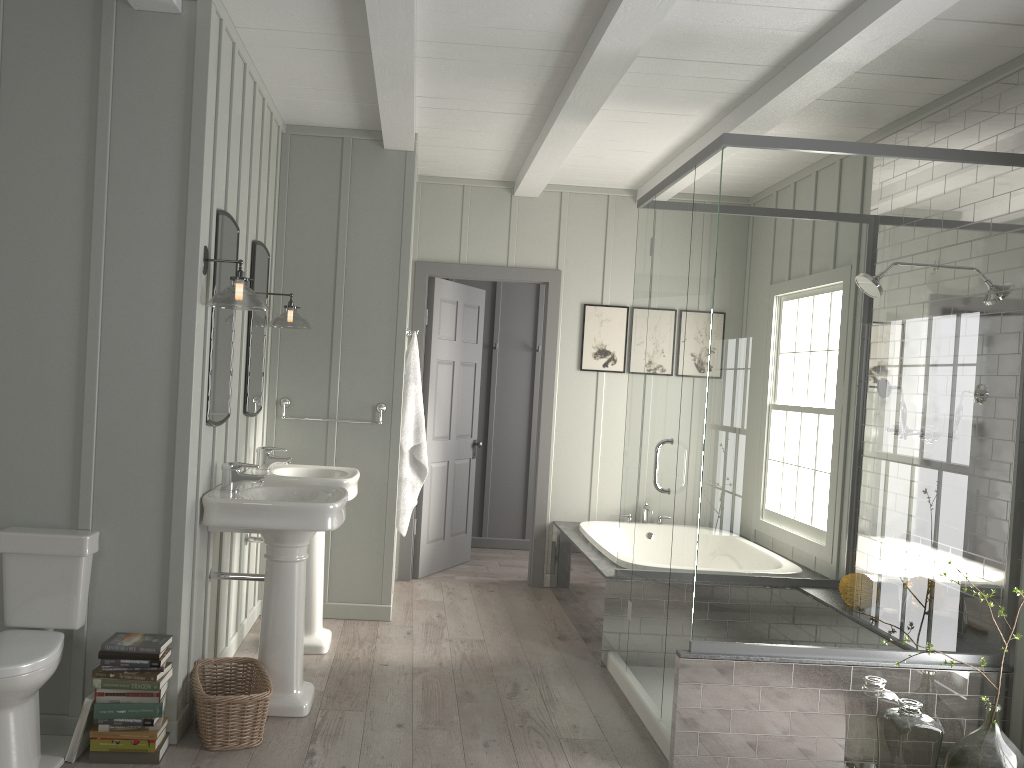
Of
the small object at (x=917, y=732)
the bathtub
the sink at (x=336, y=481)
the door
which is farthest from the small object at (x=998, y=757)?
the door

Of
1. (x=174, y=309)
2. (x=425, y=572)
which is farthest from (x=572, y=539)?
(x=174, y=309)

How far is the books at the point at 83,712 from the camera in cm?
299

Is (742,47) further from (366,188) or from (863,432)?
(366,188)

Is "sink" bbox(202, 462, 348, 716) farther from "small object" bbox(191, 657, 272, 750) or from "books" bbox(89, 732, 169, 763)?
"books" bbox(89, 732, 169, 763)

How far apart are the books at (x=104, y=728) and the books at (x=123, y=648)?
0.27m

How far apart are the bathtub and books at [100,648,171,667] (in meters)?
2.55

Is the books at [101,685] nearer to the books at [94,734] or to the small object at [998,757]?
the books at [94,734]

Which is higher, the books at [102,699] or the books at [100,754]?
the books at [102,699]

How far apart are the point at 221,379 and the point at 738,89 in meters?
Answer: 2.6
